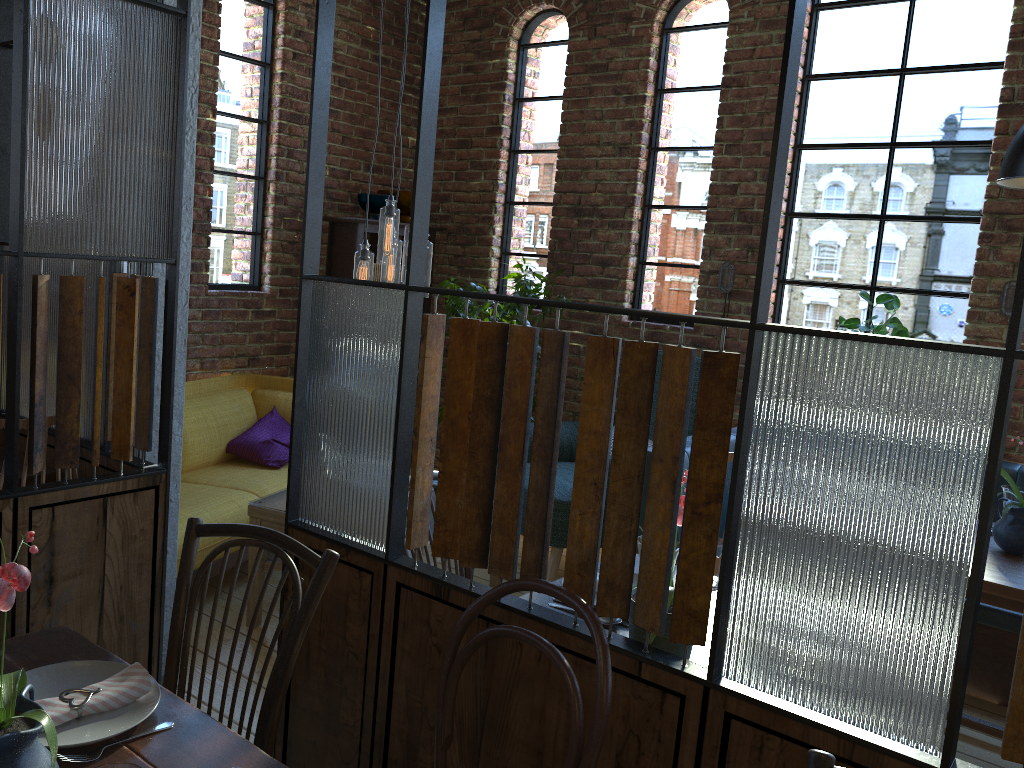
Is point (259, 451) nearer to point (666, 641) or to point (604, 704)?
point (666, 641)

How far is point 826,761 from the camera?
1.2 meters

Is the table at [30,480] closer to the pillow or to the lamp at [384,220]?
the lamp at [384,220]

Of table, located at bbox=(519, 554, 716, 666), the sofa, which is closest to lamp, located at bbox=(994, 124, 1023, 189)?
table, located at bbox=(519, 554, 716, 666)

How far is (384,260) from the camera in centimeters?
337cm

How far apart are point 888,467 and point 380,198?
4.0 meters

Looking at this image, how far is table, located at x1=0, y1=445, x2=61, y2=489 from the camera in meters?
2.6 m

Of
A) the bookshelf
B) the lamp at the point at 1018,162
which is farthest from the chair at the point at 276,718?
the bookshelf

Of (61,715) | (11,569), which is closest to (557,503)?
(61,715)

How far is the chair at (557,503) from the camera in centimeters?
391cm
